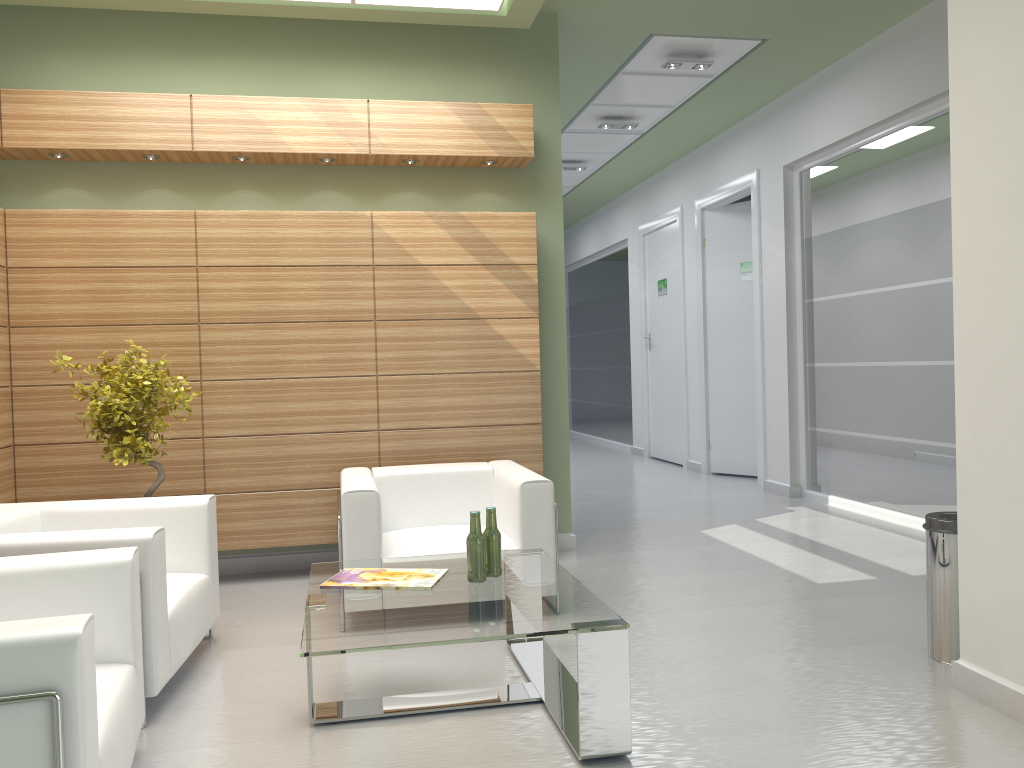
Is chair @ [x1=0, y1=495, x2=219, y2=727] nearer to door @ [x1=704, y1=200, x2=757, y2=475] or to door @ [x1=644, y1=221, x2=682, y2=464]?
door @ [x1=704, y1=200, x2=757, y2=475]

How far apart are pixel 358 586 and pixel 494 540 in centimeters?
95cm

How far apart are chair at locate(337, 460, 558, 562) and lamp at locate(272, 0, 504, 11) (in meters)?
4.77

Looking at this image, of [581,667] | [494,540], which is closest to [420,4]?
[494,540]

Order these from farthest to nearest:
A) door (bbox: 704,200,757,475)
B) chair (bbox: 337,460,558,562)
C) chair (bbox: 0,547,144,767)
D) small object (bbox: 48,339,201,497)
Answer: door (bbox: 704,200,757,475)
small object (bbox: 48,339,201,497)
chair (bbox: 337,460,558,562)
chair (bbox: 0,547,144,767)

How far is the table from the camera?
4.9m

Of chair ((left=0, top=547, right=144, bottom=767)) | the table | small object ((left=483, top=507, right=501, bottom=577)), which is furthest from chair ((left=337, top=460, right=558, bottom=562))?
chair ((left=0, top=547, right=144, bottom=767))

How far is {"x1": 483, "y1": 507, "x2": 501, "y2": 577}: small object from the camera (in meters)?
6.05

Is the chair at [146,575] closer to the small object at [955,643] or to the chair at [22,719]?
the chair at [22,719]

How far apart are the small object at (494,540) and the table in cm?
6
